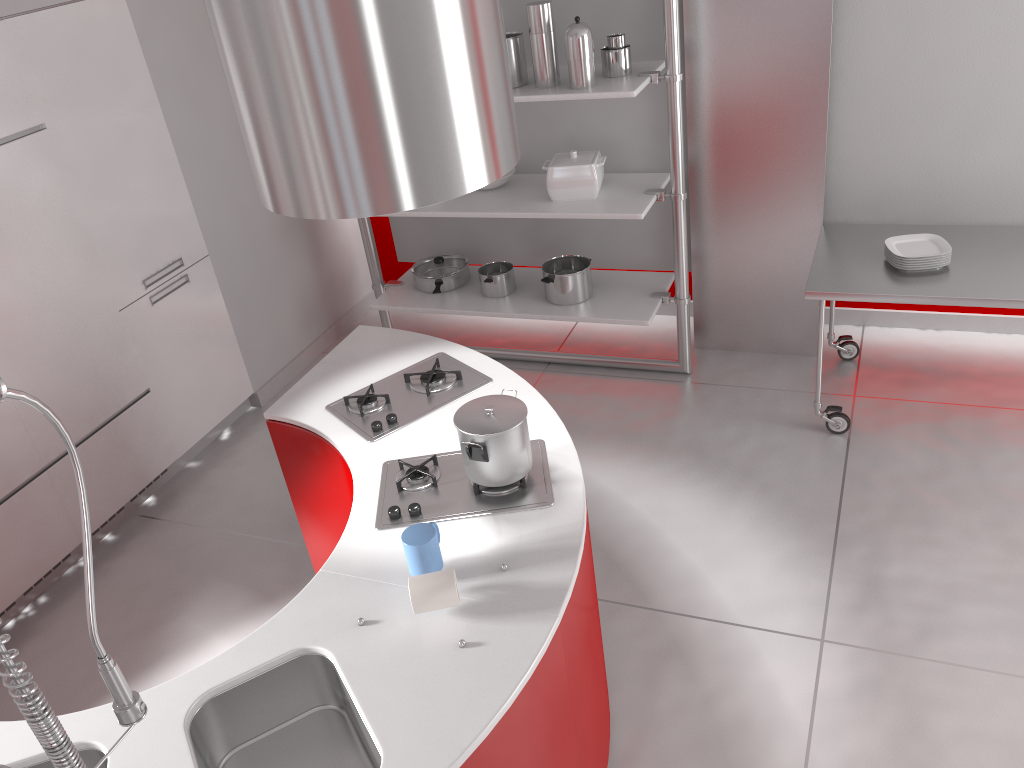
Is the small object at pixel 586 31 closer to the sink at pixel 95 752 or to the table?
the table

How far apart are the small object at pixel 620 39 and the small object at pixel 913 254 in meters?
1.3

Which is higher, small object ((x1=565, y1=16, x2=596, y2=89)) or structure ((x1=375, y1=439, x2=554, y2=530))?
small object ((x1=565, y1=16, x2=596, y2=89))

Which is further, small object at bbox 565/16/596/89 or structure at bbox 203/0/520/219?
small object at bbox 565/16/596/89

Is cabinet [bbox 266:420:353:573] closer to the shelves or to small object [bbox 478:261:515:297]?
the shelves

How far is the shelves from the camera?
3.7m

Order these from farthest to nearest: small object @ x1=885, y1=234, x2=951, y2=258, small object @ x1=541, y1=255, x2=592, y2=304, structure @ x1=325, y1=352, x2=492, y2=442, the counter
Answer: small object @ x1=541, y1=255, x2=592, y2=304 < small object @ x1=885, y1=234, x2=951, y2=258 < structure @ x1=325, y1=352, x2=492, y2=442 < the counter

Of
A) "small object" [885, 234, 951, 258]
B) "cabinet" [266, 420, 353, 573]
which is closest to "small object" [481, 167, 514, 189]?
"small object" [885, 234, 951, 258]

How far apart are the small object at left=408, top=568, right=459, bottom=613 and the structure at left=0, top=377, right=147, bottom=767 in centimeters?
61cm

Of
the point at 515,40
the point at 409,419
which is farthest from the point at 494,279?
the point at 409,419
